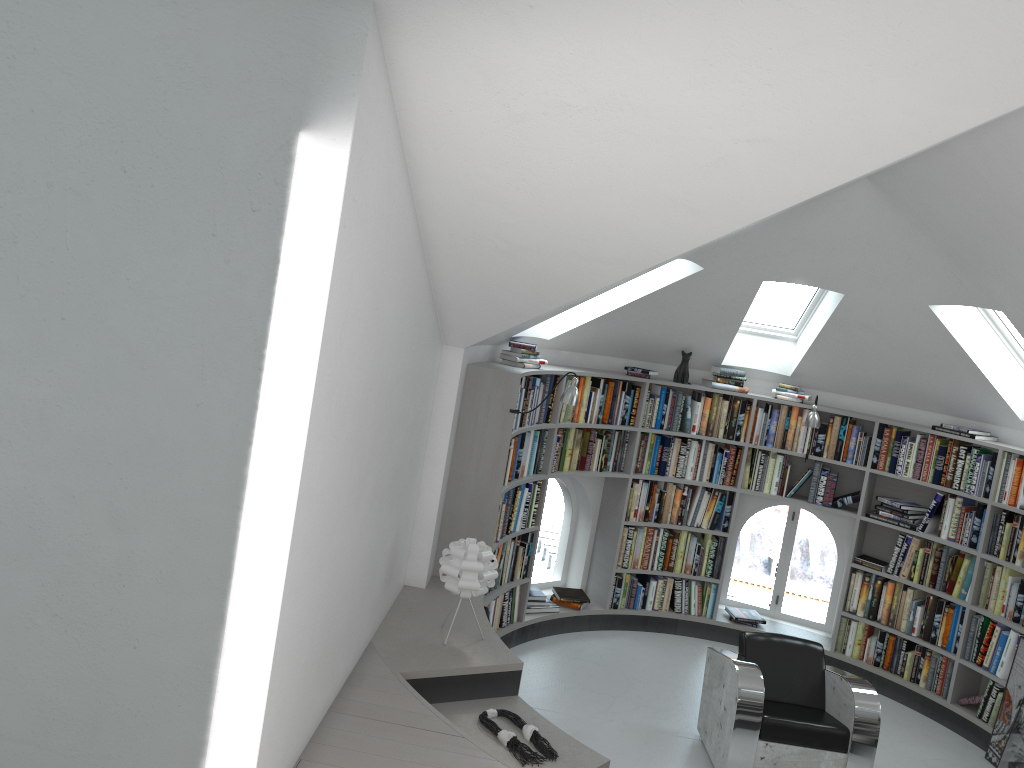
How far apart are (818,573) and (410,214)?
31.0 meters

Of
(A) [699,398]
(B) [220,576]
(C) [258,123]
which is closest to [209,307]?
(C) [258,123]

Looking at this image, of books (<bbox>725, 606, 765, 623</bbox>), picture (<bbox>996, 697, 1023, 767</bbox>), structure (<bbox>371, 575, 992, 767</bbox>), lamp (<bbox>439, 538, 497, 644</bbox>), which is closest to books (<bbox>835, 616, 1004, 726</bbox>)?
structure (<bbox>371, 575, 992, 767</bbox>)

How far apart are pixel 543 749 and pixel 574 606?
3.0m

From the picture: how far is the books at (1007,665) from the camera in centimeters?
604cm

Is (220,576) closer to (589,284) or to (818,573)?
(589,284)

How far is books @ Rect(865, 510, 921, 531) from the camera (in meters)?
6.69

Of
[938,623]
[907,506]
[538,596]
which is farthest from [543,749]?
[907,506]

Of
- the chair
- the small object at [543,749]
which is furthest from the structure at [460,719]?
the chair

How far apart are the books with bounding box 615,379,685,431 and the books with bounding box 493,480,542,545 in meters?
1.0
